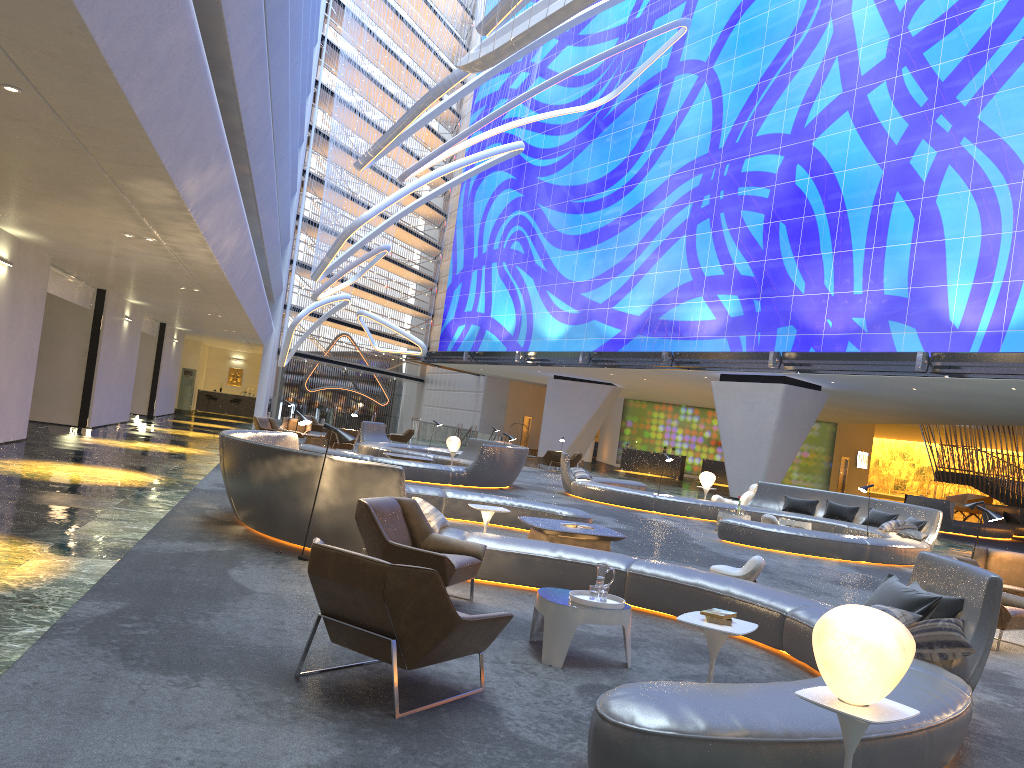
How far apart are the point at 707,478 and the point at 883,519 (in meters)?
4.61

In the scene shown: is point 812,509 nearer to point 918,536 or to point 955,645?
point 918,536

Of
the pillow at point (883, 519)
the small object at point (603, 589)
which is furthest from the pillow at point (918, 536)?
the small object at point (603, 589)

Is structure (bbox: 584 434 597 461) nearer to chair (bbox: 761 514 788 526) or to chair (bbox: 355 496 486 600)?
chair (bbox: 761 514 788 526)

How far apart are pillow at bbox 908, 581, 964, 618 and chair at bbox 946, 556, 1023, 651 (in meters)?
2.58

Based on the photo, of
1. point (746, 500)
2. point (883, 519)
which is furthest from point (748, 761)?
point (746, 500)

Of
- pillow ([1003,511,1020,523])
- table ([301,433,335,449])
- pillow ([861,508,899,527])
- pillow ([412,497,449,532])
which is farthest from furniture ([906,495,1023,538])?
pillow ([412,497,449,532])

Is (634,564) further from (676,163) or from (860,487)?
(676,163)

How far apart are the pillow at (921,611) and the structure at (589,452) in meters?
41.9 m

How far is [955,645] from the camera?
5.31m
